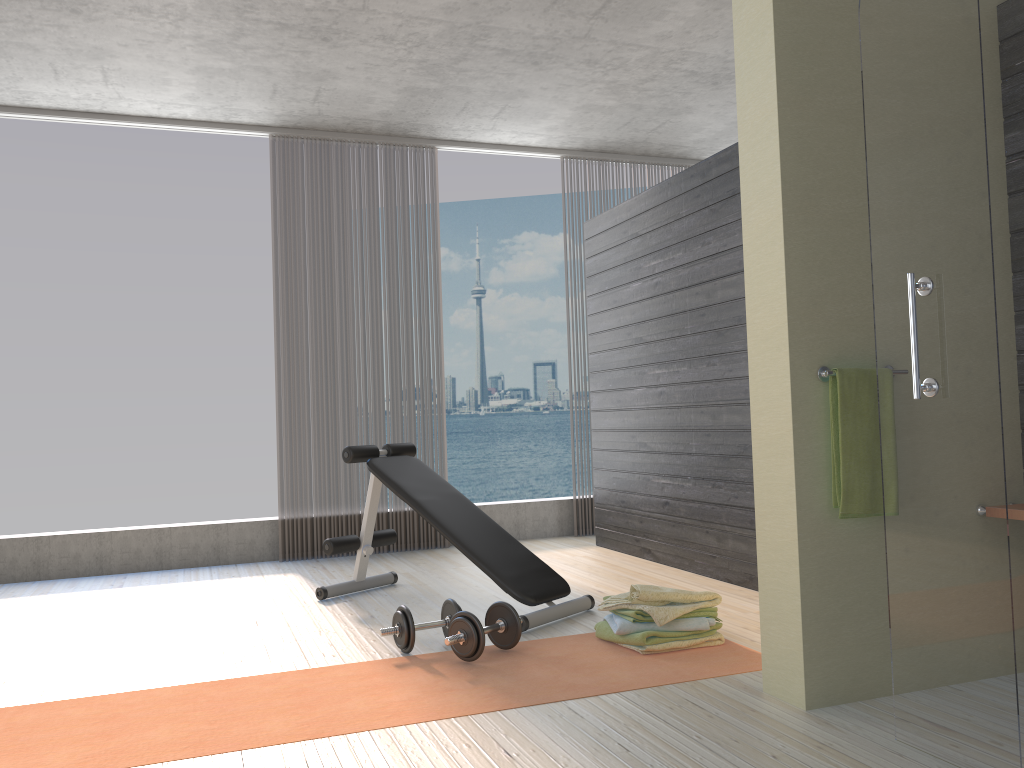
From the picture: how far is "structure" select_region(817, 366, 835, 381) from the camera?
2.5m

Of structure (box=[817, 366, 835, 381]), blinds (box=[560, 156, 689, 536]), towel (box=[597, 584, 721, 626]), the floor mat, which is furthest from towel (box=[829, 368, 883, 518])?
blinds (box=[560, 156, 689, 536])

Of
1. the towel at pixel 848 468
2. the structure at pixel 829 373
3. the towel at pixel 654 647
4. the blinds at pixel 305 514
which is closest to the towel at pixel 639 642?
the towel at pixel 654 647

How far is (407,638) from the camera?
3.2 meters

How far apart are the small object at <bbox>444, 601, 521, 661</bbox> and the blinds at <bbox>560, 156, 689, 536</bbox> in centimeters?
411cm

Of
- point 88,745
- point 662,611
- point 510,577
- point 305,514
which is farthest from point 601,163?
point 88,745

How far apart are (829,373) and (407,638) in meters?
1.8

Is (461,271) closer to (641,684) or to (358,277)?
(358,277)

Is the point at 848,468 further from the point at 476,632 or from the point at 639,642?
the point at 476,632

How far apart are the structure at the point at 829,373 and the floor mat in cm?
103
